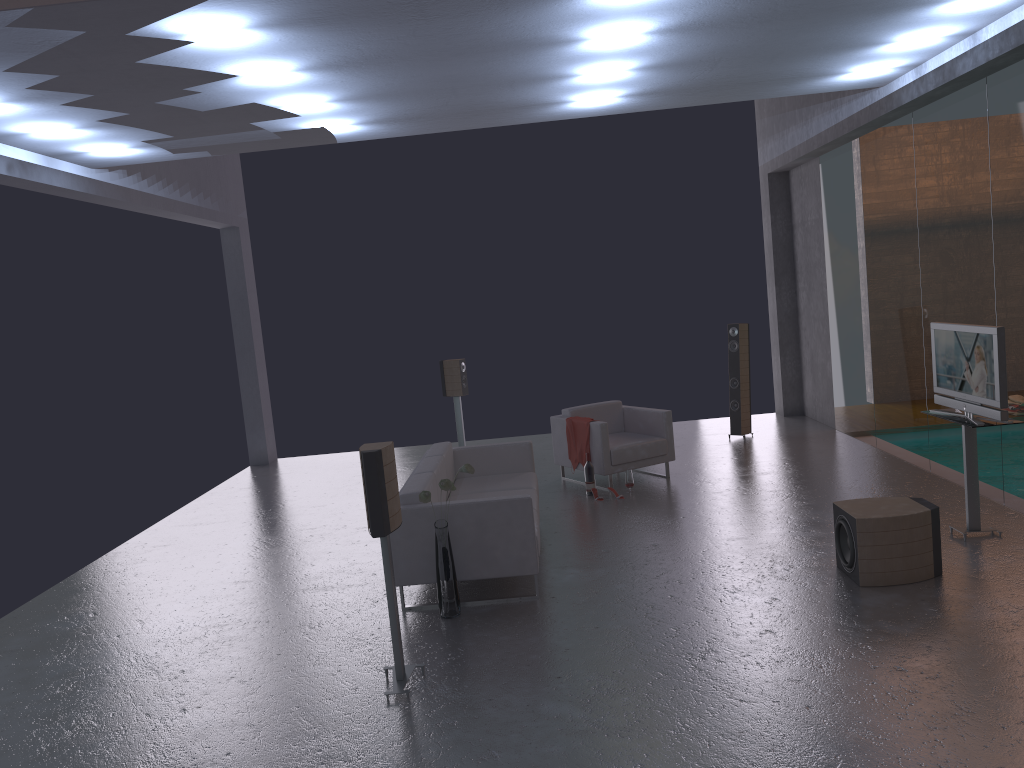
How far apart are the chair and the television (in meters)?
3.04

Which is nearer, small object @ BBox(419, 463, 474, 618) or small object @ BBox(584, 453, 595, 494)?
small object @ BBox(419, 463, 474, 618)

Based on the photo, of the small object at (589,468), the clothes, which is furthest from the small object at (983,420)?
the clothes

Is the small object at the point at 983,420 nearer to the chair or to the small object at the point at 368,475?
the chair

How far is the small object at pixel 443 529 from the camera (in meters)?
5.85

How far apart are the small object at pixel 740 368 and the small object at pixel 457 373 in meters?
3.4

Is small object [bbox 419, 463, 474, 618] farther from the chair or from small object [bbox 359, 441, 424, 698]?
the chair

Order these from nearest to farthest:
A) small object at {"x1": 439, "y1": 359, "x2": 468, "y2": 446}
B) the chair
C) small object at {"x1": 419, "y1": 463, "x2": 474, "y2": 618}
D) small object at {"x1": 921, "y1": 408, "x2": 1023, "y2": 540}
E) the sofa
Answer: small object at {"x1": 419, "y1": 463, "x2": 474, "y2": 618}, the sofa, small object at {"x1": 921, "y1": 408, "x2": 1023, "y2": 540}, the chair, small object at {"x1": 439, "y1": 359, "x2": 468, "y2": 446}

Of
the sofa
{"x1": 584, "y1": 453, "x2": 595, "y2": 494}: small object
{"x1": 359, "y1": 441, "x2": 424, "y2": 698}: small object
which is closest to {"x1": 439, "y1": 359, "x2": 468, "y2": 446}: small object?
{"x1": 584, "y1": 453, "x2": 595, "y2": 494}: small object

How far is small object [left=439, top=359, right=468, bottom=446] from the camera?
11.19m
